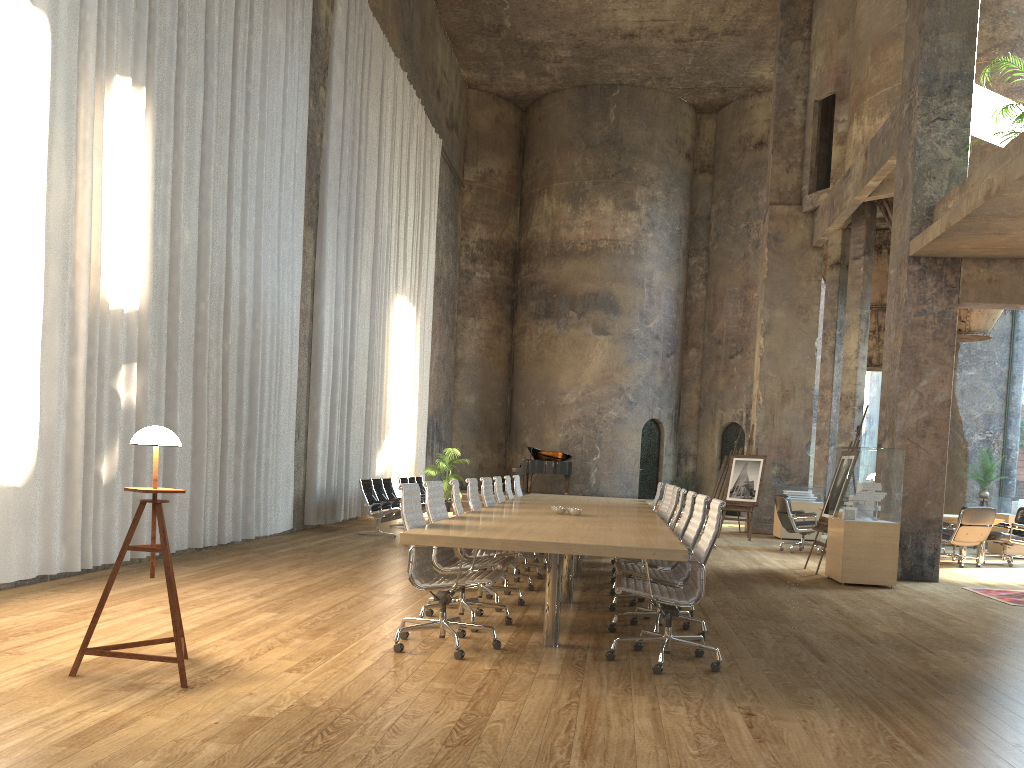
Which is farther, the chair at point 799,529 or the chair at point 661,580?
the chair at point 799,529

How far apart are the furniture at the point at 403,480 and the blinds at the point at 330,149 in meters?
0.7 m

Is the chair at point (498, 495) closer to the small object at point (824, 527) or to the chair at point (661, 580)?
the chair at point (661, 580)

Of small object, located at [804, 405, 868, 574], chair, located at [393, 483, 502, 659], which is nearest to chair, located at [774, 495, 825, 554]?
small object, located at [804, 405, 868, 574]

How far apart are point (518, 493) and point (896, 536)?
4.6 meters

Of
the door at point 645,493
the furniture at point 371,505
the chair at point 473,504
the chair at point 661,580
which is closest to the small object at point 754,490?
the furniture at point 371,505

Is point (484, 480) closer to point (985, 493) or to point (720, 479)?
point (720, 479)

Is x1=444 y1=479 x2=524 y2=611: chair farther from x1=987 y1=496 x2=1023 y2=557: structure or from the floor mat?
x1=987 y1=496 x2=1023 y2=557: structure

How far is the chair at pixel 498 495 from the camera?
9.7m

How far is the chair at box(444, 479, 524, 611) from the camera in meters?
6.9 m
